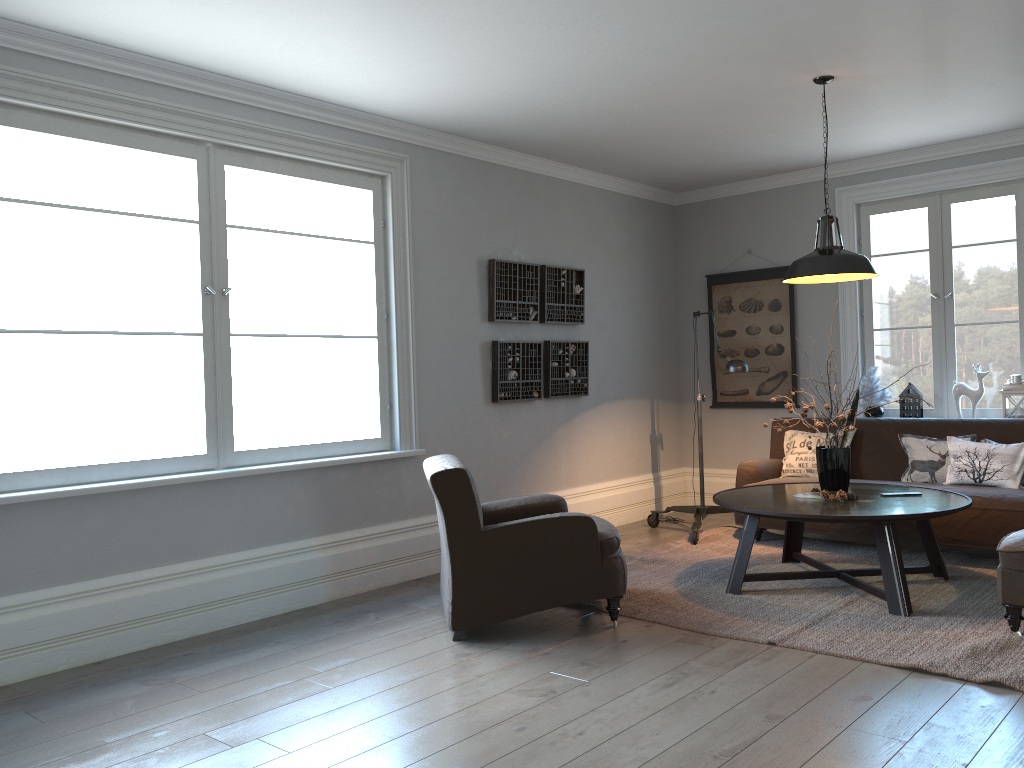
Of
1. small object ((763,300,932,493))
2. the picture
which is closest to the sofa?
the picture

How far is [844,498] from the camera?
4.6 meters

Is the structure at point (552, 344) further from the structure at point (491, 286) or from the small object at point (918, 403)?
the small object at point (918, 403)

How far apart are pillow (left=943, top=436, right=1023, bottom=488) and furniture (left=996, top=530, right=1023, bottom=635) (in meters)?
1.27

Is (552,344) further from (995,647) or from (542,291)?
(995,647)

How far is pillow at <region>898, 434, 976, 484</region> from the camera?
5.57m

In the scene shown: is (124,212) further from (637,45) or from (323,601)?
(637,45)

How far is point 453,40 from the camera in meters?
4.0 m

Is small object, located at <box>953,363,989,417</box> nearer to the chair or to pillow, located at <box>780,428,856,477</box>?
pillow, located at <box>780,428,856,477</box>

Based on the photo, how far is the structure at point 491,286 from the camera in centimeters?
590cm
